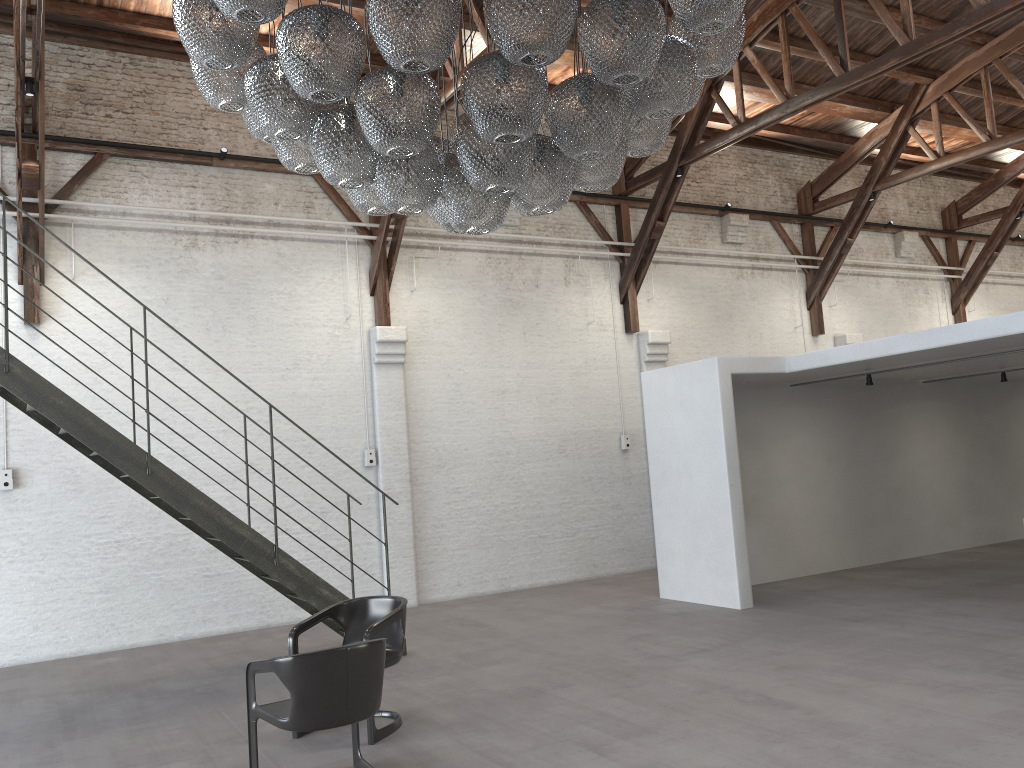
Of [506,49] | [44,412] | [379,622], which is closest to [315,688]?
[379,622]

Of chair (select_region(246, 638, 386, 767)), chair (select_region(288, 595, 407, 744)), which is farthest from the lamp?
chair (select_region(288, 595, 407, 744))

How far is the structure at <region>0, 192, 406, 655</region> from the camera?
6.5 meters

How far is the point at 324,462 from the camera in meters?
10.2 m

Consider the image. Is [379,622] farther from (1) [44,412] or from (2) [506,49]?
(2) [506,49]

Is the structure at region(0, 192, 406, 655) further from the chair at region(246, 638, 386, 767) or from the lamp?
the lamp

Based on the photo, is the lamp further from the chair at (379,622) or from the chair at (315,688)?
the chair at (379,622)

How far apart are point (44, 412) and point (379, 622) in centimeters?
315cm

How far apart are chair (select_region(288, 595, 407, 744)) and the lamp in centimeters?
242cm

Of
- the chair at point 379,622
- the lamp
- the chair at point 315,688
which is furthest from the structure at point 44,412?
the lamp
